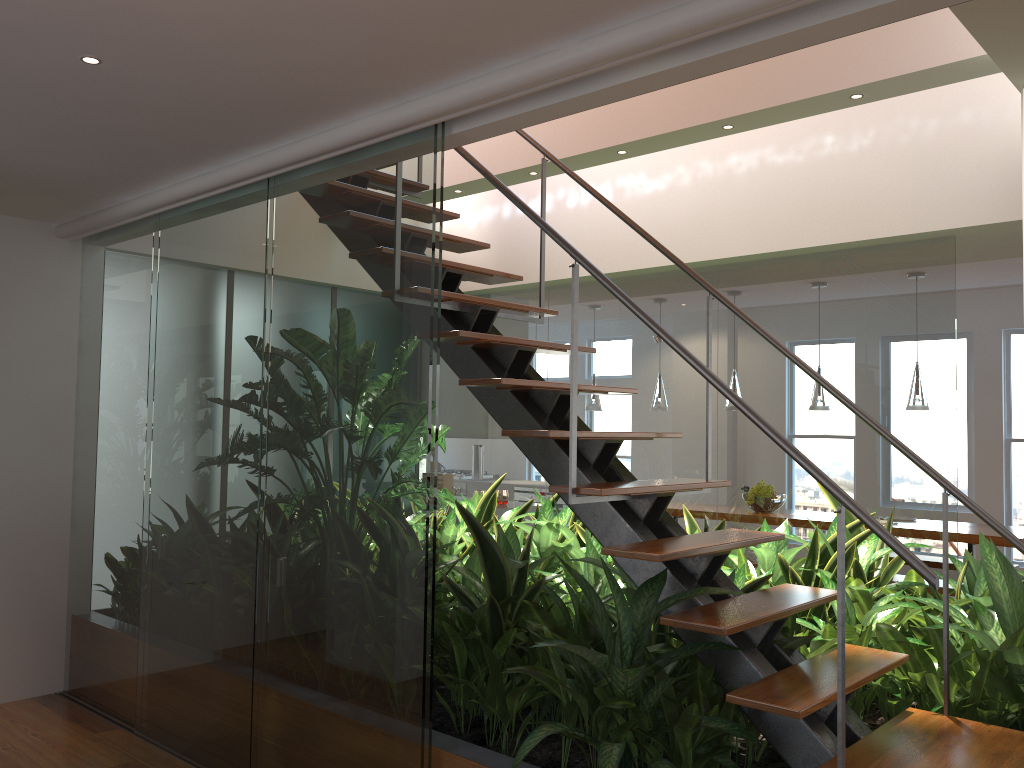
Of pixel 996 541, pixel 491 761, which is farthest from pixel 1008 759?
pixel 996 541

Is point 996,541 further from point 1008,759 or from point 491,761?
point 491,761

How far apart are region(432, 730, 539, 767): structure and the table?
4.50m

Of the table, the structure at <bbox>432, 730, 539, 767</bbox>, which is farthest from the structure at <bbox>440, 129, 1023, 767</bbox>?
the table

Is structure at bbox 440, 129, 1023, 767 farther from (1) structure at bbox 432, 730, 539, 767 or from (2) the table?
(2) the table

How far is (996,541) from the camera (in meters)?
5.82

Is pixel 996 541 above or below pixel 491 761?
above

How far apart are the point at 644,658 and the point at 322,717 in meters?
1.1 m

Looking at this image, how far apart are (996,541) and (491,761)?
4.6 meters

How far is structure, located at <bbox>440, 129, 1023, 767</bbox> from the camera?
2.3 meters
